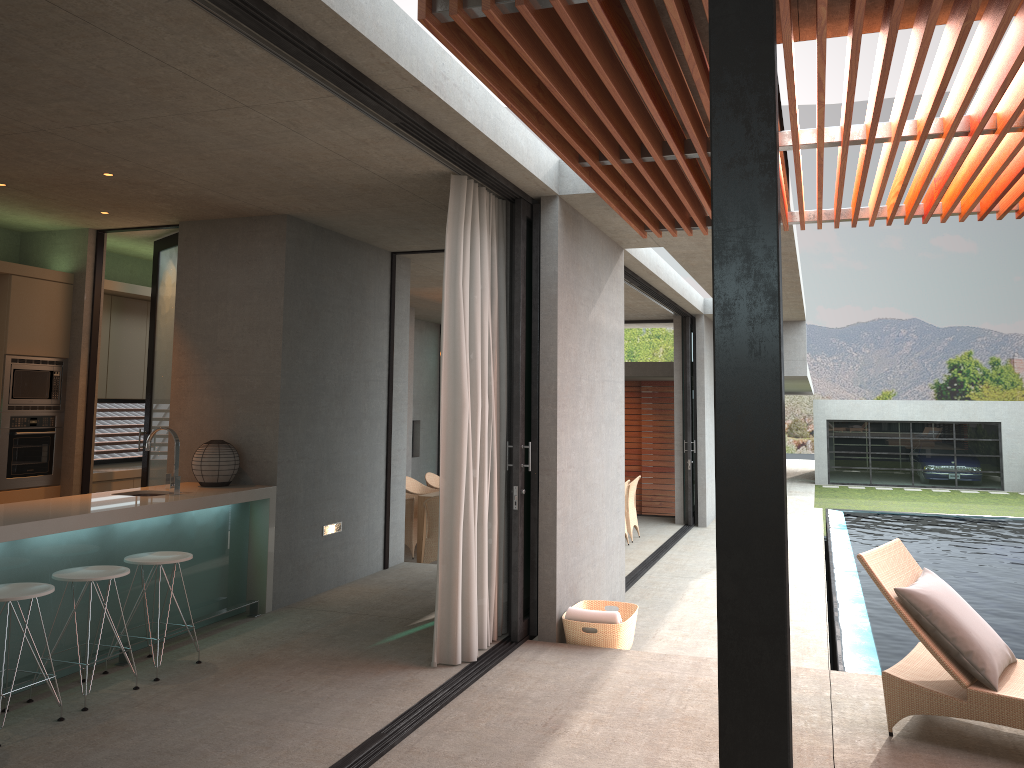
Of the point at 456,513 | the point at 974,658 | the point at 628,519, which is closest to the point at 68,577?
the point at 456,513

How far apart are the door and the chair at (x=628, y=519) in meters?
6.4 m

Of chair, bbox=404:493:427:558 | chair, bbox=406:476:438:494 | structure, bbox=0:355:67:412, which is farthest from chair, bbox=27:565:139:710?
chair, bbox=406:476:438:494

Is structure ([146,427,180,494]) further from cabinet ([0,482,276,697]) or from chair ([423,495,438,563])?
chair ([423,495,438,563])

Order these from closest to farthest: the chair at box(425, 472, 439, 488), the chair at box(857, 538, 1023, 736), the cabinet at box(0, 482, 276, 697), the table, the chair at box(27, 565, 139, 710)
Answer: the chair at box(857, 538, 1023, 736) < the chair at box(27, 565, 139, 710) < the cabinet at box(0, 482, 276, 697) < the table < the chair at box(425, 472, 439, 488)

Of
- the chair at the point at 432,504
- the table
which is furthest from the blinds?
the table

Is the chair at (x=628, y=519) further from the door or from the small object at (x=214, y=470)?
the small object at (x=214, y=470)

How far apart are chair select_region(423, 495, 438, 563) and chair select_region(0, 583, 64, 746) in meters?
5.2 m

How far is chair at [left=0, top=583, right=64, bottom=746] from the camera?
4.2 meters

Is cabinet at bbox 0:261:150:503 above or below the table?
above
